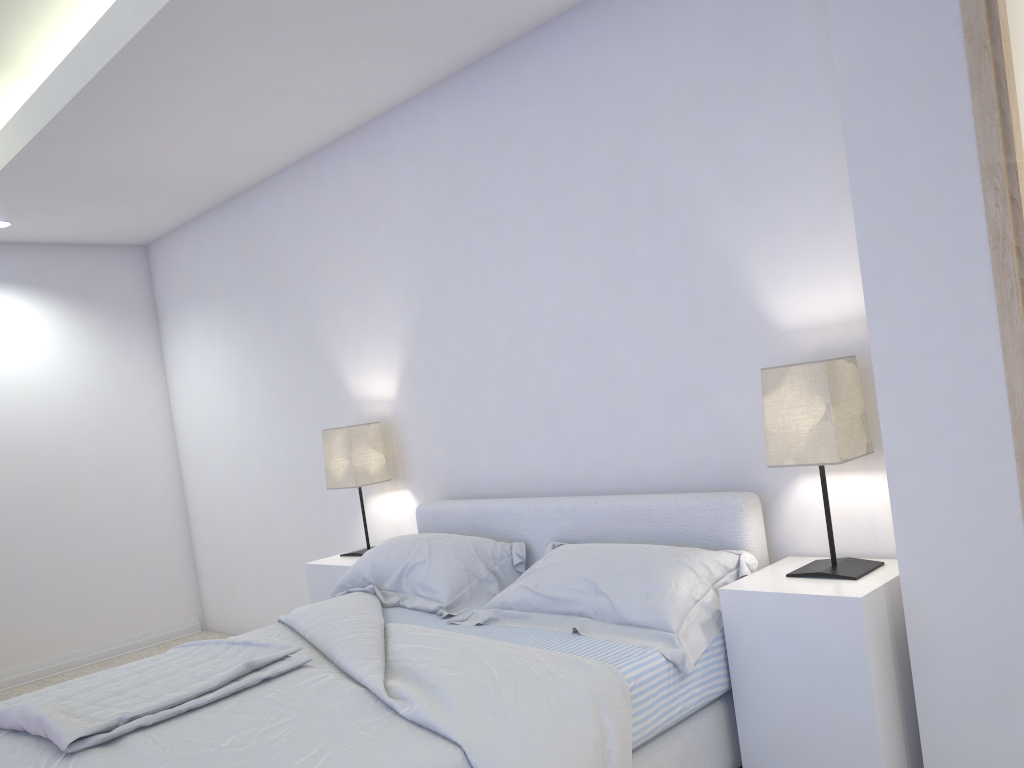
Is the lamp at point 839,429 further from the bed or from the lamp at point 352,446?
the lamp at point 352,446

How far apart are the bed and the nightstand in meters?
0.0 m

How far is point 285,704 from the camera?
2.2 meters

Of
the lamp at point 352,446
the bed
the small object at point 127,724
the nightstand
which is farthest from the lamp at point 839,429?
the lamp at point 352,446

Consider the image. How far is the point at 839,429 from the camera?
2.3 meters

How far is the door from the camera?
1.9 meters

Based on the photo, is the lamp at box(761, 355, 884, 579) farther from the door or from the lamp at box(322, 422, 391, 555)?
the lamp at box(322, 422, 391, 555)

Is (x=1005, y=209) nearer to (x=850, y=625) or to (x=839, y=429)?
(x=839, y=429)

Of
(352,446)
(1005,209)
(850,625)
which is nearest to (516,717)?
(850,625)

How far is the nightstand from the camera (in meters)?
2.15
